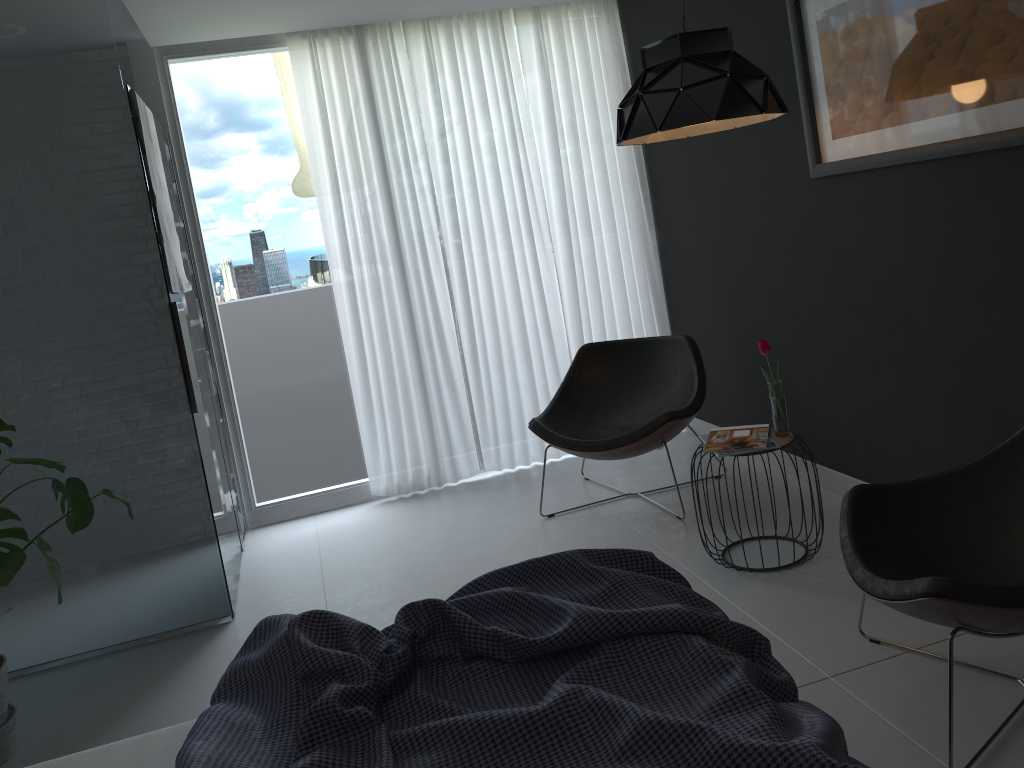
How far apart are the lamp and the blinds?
1.5 meters

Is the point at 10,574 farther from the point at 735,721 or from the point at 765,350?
the point at 765,350

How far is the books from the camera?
3.12m

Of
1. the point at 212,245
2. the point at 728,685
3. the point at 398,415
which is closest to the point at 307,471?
the point at 398,415

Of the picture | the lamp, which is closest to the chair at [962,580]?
the picture

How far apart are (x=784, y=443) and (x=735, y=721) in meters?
1.9 m

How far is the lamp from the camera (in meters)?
2.78

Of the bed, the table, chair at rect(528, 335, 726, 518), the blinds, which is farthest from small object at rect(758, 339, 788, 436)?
the blinds

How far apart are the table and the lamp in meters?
1.1 m

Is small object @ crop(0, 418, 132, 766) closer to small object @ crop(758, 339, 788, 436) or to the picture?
small object @ crop(758, 339, 788, 436)
